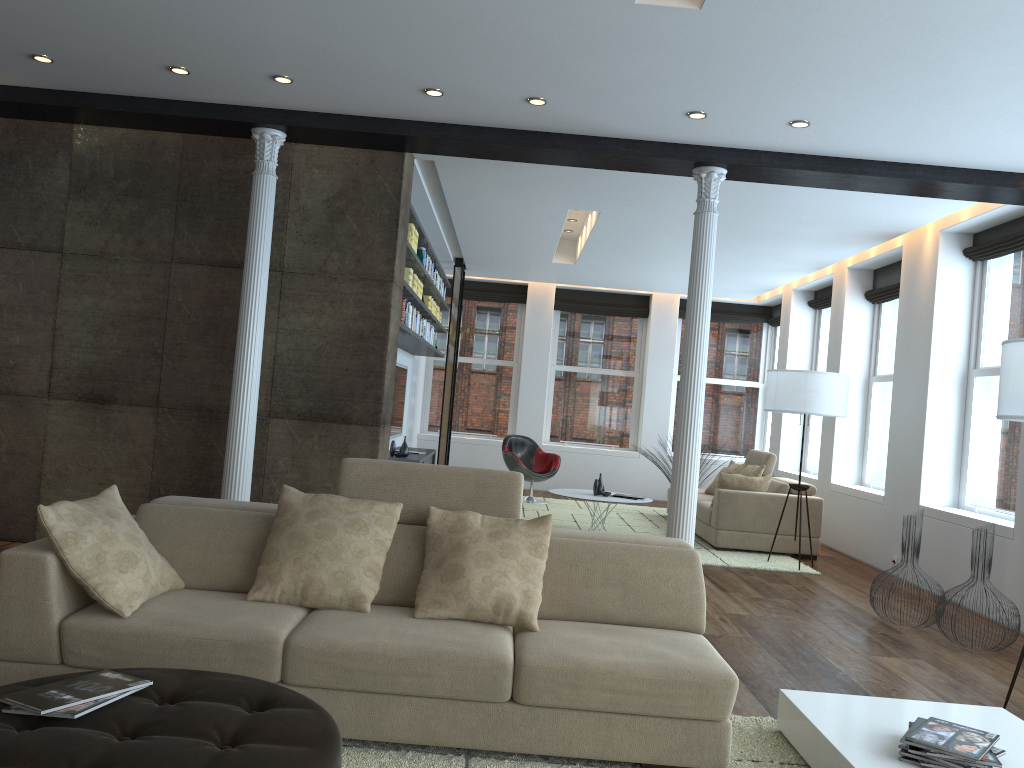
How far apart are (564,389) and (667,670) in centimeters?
1023cm

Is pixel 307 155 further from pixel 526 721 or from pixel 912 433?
pixel 912 433

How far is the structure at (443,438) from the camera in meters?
11.5

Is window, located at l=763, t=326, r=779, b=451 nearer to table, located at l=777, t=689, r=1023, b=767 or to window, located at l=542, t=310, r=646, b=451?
window, located at l=542, t=310, r=646, b=451

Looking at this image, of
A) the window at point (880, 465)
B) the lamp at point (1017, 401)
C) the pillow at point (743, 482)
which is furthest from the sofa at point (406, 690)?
the window at point (880, 465)

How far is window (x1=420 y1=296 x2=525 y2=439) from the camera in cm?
1321

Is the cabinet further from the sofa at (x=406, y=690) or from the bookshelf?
the sofa at (x=406, y=690)

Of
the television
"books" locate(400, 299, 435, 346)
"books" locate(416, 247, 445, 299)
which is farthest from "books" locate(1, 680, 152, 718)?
the television

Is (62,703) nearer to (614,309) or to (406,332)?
(406,332)

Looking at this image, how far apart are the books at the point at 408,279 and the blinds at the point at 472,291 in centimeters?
550cm
